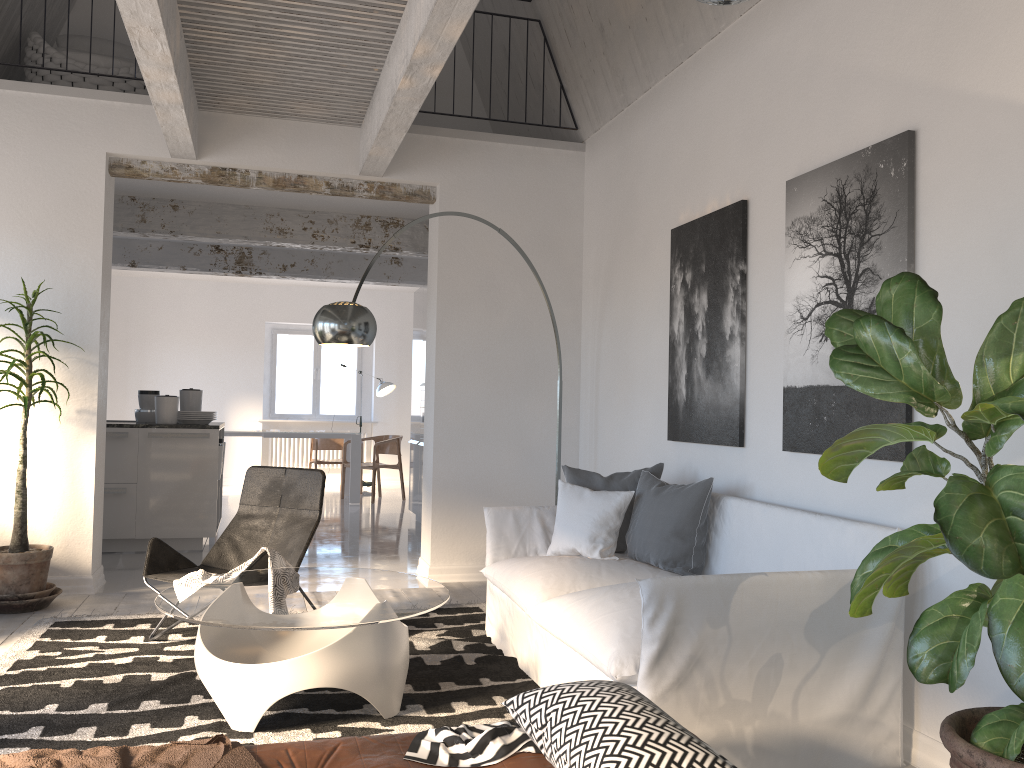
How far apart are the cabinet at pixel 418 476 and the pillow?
4.1m

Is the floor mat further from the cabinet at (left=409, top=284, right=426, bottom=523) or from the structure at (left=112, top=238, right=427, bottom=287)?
the structure at (left=112, top=238, right=427, bottom=287)

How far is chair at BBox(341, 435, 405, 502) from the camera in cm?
1086

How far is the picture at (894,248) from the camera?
3.2m

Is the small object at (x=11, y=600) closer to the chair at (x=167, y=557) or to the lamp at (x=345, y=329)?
the chair at (x=167, y=557)

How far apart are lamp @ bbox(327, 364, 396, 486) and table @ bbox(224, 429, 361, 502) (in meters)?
1.03

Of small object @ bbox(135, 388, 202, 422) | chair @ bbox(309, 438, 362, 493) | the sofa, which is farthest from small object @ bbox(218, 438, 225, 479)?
chair @ bbox(309, 438, 362, 493)

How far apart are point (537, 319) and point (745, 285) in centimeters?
225cm

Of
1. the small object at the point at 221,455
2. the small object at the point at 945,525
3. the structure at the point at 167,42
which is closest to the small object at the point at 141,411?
the small object at the point at 221,455

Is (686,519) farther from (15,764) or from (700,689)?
(15,764)
